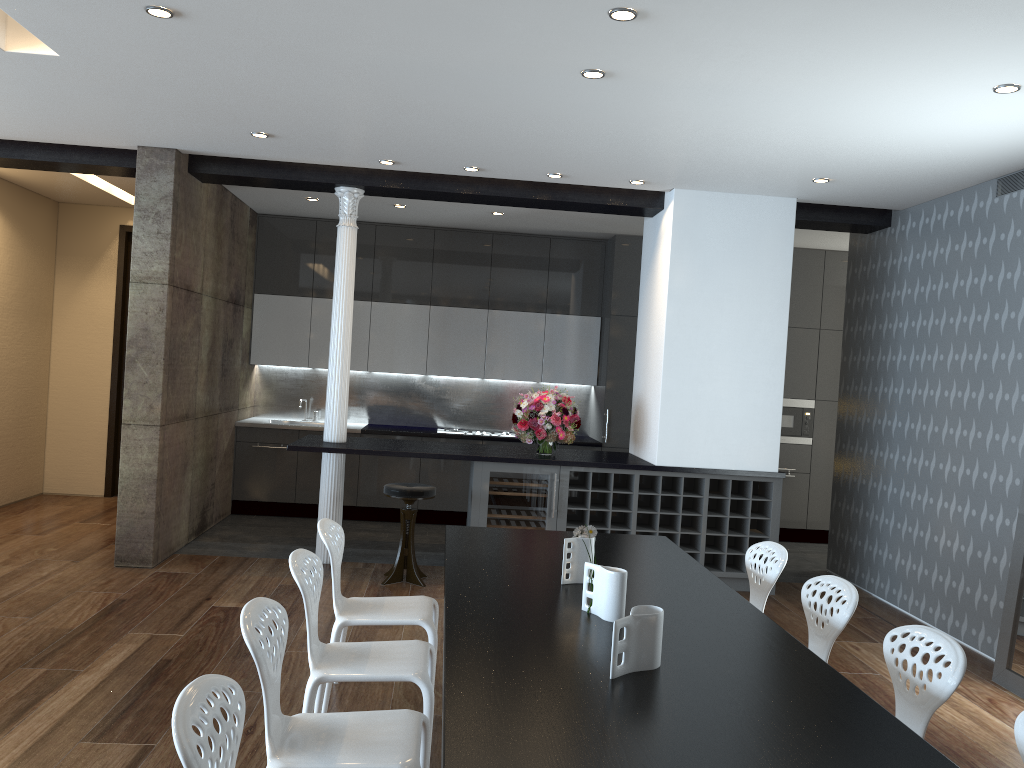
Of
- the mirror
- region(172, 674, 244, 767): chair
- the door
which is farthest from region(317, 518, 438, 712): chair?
the door

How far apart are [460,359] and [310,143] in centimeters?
362cm

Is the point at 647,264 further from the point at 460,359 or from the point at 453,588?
the point at 453,588

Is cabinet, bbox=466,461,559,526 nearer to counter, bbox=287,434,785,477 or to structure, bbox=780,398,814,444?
counter, bbox=287,434,785,477

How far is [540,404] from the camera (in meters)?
6.73

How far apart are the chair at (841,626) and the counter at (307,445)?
2.92m

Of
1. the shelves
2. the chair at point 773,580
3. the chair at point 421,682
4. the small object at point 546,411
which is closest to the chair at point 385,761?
the chair at point 421,682

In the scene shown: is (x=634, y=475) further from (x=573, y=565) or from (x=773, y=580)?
(x=573, y=565)

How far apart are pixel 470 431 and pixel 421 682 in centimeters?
579cm

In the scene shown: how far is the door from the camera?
9.1m
